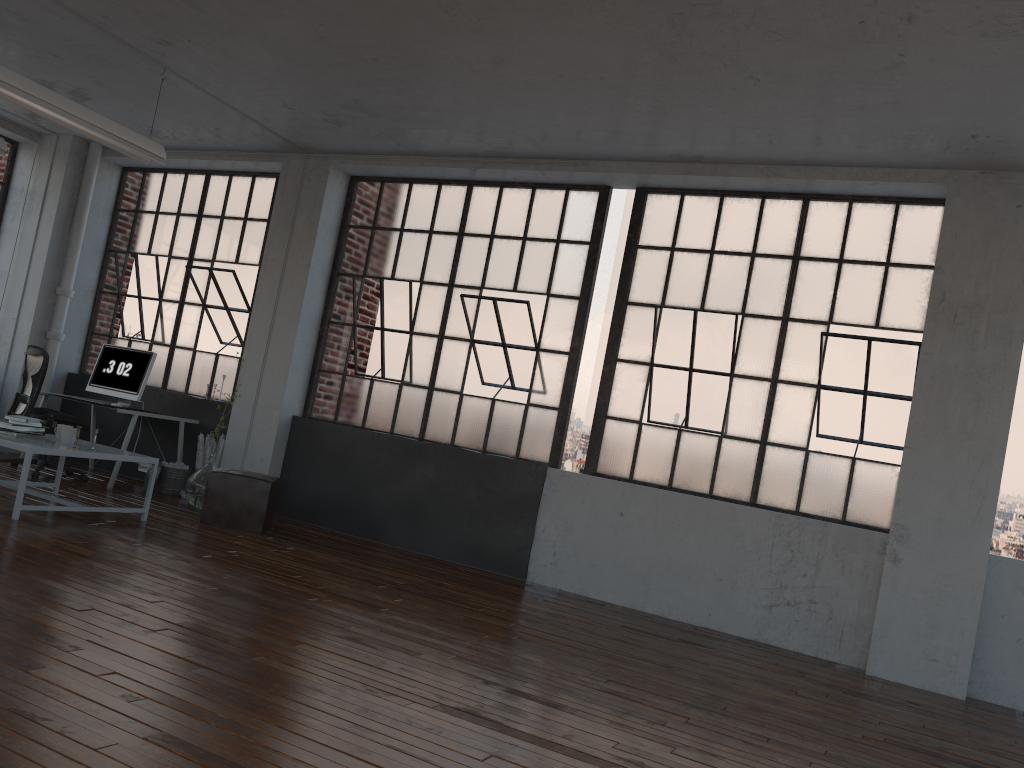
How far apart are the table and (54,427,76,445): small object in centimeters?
6cm

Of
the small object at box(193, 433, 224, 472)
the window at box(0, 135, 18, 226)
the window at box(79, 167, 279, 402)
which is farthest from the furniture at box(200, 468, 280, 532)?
the window at box(0, 135, 18, 226)

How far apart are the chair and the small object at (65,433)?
1.7 meters

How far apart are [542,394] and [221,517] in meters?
2.6

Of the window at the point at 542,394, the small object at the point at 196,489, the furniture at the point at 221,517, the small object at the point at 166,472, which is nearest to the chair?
the small object at the point at 166,472

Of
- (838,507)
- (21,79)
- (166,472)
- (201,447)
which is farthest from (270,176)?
(838,507)

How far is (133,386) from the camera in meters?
8.1 m

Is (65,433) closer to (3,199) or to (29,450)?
(29,450)

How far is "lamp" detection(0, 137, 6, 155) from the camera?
7.3 meters

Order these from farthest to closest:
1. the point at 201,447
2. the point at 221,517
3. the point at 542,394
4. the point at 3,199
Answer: the point at 3,199 < the point at 201,447 < the point at 542,394 < the point at 221,517
